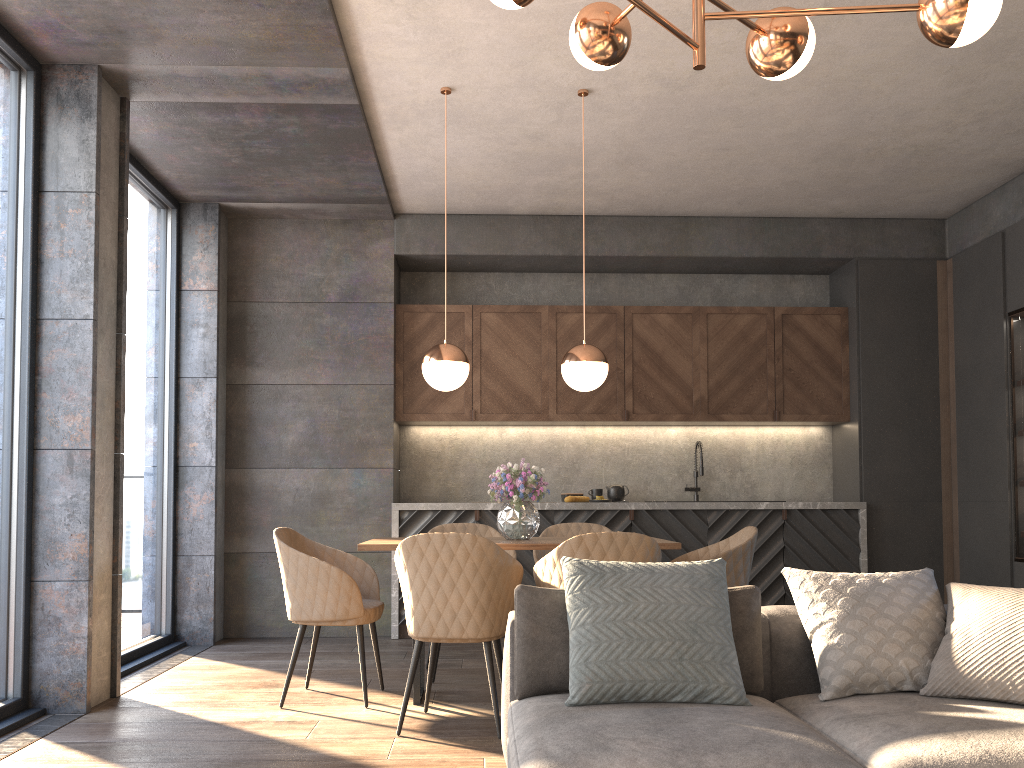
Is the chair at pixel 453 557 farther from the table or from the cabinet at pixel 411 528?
the cabinet at pixel 411 528

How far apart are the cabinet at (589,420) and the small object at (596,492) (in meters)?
0.52

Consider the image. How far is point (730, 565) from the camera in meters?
4.1 m

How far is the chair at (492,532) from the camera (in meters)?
5.11

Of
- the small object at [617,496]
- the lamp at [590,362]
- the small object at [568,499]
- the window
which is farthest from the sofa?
the small object at [617,496]

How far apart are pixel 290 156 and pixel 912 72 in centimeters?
349cm

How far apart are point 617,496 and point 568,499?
0.4m

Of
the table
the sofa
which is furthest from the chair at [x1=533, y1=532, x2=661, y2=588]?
the sofa

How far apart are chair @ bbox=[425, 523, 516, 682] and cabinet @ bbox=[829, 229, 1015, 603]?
2.9m

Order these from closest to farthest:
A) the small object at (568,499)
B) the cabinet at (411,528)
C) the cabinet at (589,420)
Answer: the cabinet at (411,528)
the small object at (568,499)
the cabinet at (589,420)
